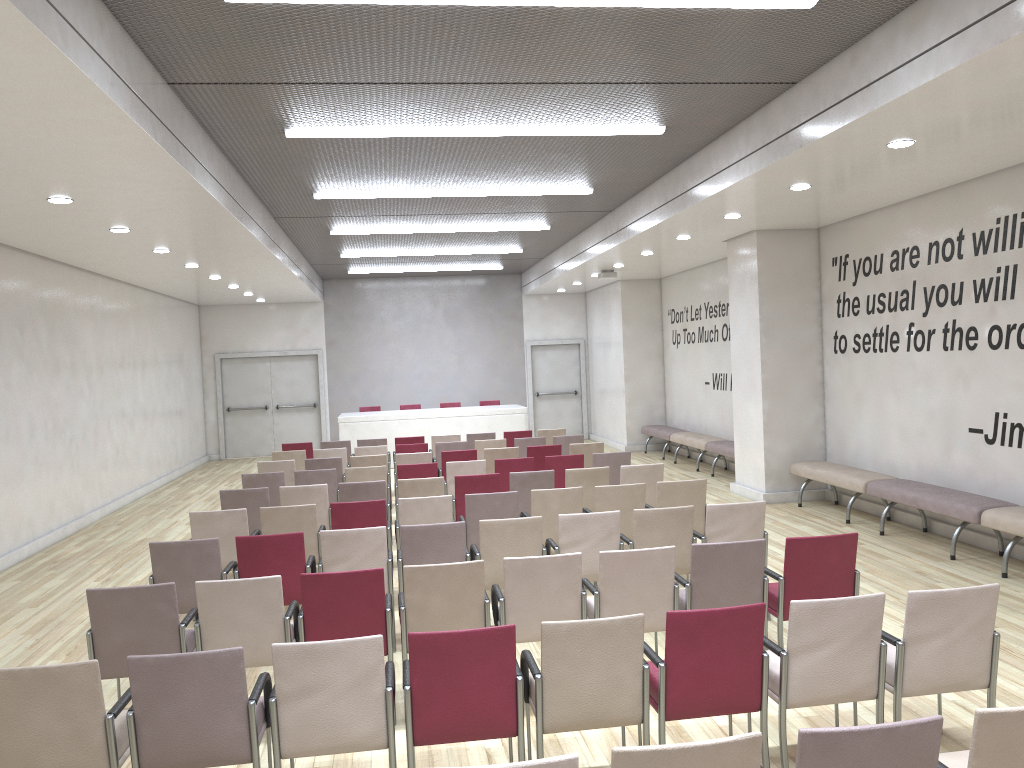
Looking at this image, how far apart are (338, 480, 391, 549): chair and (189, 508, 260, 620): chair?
1.4m

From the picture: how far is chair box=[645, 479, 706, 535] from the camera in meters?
7.6

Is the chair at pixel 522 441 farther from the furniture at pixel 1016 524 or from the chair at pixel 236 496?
the furniture at pixel 1016 524

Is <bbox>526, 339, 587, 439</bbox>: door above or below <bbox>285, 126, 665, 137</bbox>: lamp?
below

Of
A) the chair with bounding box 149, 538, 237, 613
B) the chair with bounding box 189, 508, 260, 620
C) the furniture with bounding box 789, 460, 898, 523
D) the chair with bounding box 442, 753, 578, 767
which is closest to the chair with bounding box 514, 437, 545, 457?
the furniture with bounding box 789, 460, 898, 523

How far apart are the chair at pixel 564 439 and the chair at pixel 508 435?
1.24m

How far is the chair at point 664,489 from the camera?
7.6m

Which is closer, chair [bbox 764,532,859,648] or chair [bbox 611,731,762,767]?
chair [bbox 611,731,762,767]

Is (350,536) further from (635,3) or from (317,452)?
(317,452)

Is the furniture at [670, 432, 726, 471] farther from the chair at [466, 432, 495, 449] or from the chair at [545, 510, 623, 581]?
the chair at [545, 510, 623, 581]
